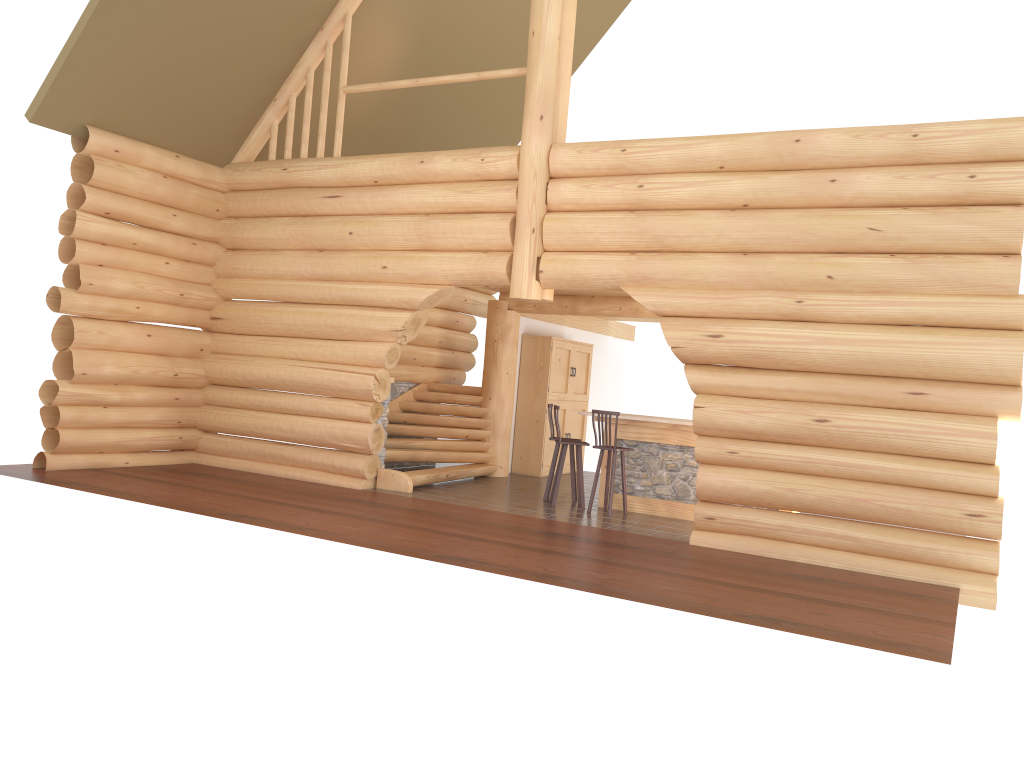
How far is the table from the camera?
11.4m

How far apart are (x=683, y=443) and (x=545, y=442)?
4.08m

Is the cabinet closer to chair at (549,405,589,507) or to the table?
chair at (549,405,589,507)

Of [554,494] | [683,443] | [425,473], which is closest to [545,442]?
[425,473]

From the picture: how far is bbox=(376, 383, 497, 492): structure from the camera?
12.49m

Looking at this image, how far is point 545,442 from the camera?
15.2 meters

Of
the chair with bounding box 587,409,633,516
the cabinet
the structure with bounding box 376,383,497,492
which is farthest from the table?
the cabinet

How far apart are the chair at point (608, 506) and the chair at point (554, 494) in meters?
0.3 m

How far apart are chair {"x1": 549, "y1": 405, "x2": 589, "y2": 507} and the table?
0.49m

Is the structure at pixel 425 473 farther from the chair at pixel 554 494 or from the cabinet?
the chair at pixel 554 494
